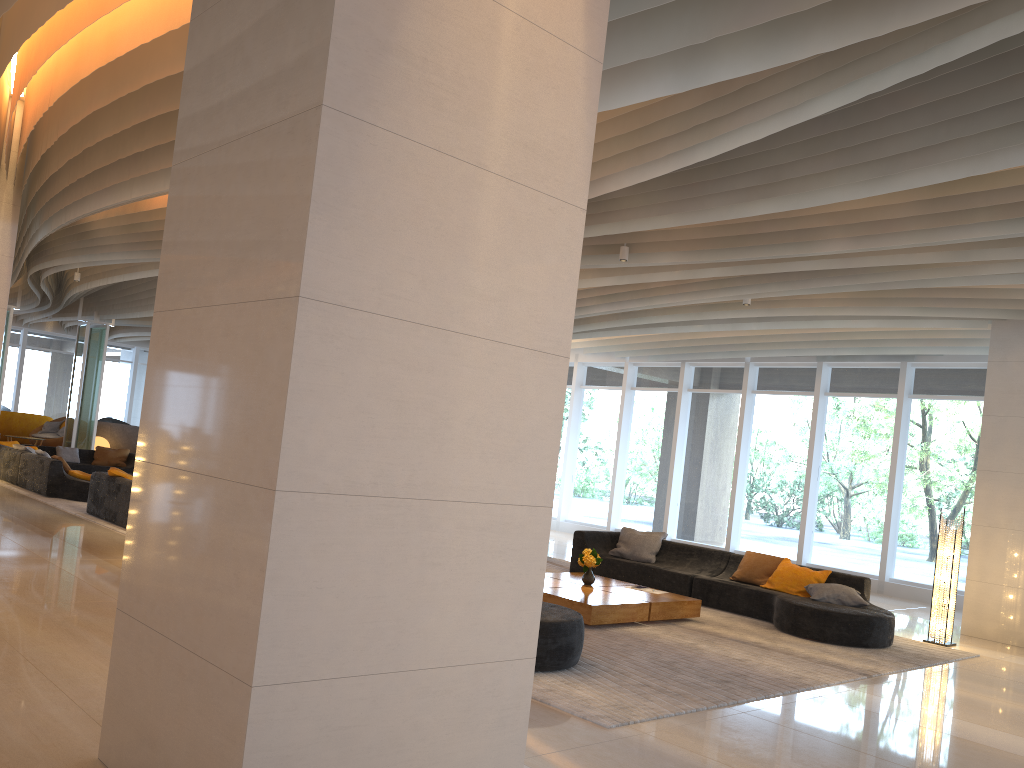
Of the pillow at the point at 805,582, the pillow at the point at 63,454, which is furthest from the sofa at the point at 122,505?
the pillow at the point at 805,582

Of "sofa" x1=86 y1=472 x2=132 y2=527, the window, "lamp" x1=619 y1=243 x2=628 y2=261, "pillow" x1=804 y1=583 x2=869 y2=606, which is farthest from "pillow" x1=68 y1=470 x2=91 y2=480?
"pillow" x1=804 y1=583 x2=869 y2=606

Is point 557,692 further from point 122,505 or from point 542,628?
point 122,505

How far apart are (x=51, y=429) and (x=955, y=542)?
22.1 meters

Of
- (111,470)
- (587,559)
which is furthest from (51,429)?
(587,559)

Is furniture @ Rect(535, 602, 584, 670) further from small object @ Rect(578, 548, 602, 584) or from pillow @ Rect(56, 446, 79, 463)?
pillow @ Rect(56, 446, 79, 463)

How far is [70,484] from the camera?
13.4m

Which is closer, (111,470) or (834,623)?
(834,623)

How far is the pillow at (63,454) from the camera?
17.2 meters

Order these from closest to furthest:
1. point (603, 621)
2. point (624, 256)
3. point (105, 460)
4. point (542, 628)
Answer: point (542, 628), point (603, 621), point (624, 256), point (105, 460)
